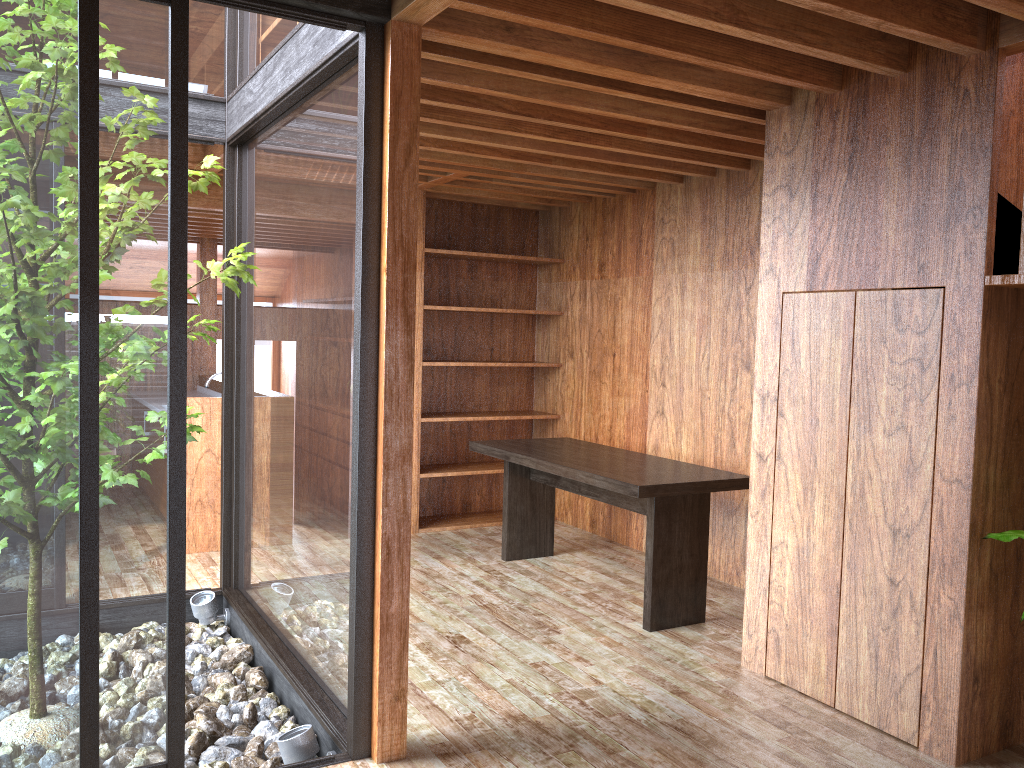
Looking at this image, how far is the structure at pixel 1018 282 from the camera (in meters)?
2.68

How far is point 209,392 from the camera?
7.2m

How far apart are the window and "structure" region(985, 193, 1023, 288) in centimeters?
205cm

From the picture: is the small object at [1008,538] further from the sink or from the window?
the sink

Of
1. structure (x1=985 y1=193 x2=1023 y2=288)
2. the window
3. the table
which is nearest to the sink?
the window

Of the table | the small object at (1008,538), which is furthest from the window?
the small object at (1008,538)

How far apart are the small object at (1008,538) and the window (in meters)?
2.04

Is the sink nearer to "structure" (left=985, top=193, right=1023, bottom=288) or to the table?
the table

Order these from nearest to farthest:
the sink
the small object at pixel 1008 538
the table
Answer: the small object at pixel 1008 538, the table, the sink

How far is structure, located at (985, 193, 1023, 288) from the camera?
2.7m
